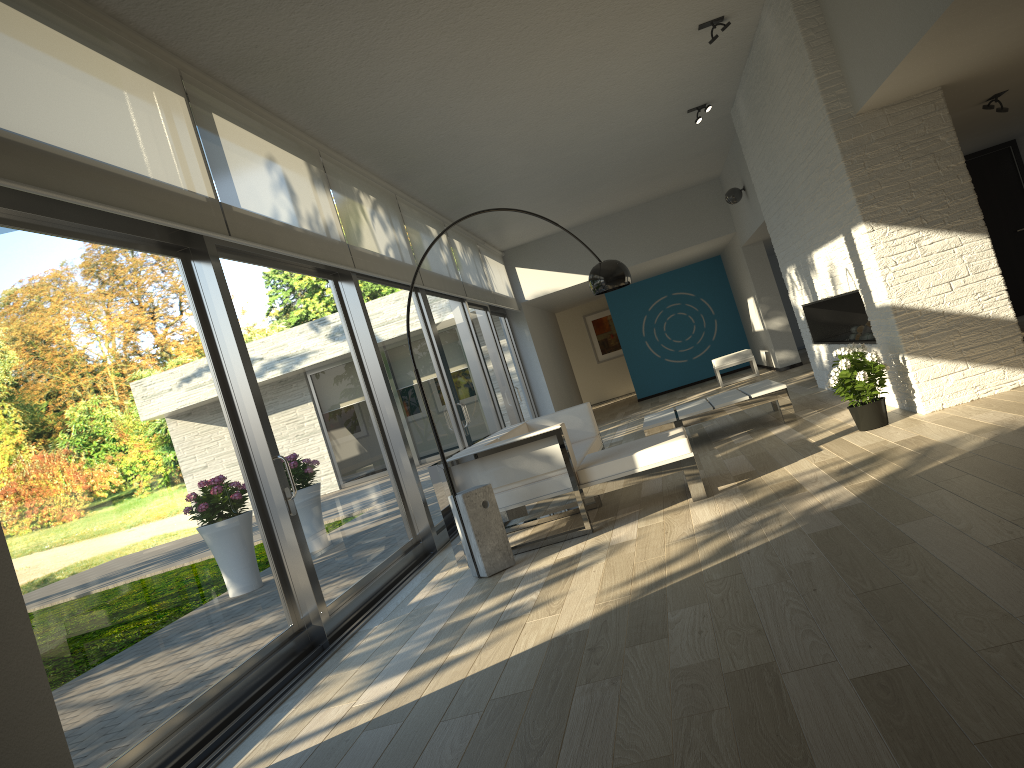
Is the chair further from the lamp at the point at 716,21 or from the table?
the lamp at the point at 716,21

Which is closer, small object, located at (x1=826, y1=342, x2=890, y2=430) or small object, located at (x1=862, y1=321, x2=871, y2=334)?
small object, located at (x1=826, y1=342, x2=890, y2=430)

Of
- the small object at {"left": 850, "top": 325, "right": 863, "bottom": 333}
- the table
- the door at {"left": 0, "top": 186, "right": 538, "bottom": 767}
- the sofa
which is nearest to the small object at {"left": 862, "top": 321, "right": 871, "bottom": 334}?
the small object at {"left": 850, "top": 325, "right": 863, "bottom": 333}

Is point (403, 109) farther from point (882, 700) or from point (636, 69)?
point (882, 700)

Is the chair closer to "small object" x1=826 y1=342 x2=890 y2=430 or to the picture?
the picture

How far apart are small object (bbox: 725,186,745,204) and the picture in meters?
9.8

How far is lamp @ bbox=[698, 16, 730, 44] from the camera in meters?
6.4

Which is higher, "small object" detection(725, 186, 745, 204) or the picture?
"small object" detection(725, 186, 745, 204)

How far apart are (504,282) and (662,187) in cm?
266

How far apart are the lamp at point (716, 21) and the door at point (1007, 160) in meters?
5.3 m
